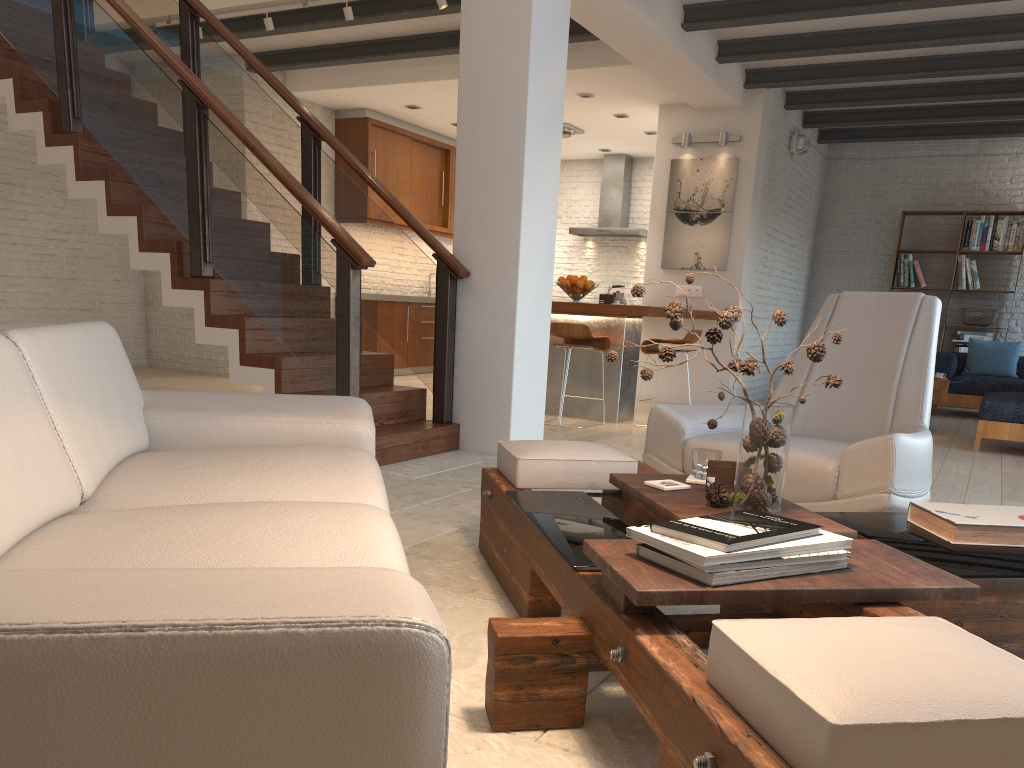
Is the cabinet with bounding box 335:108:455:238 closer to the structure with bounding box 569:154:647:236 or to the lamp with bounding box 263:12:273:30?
the structure with bounding box 569:154:647:236

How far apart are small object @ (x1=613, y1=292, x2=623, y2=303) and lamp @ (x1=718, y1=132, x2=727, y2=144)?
2.5 meters

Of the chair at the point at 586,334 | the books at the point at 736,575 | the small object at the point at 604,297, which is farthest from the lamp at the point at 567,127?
the books at the point at 736,575

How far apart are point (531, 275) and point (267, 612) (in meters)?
4.42

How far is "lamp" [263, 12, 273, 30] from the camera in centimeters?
691cm

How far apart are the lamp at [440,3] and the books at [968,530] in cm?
511

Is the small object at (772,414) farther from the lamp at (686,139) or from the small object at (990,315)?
the small object at (990,315)

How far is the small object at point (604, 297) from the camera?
7.20m

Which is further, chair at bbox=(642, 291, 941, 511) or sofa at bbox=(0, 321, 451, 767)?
chair at bbox=(642, 291, 941, 511)

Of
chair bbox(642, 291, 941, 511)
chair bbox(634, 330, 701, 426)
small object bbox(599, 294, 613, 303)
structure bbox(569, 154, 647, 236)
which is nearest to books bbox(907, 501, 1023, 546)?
chair bbox(642, 291, 941, 511)
